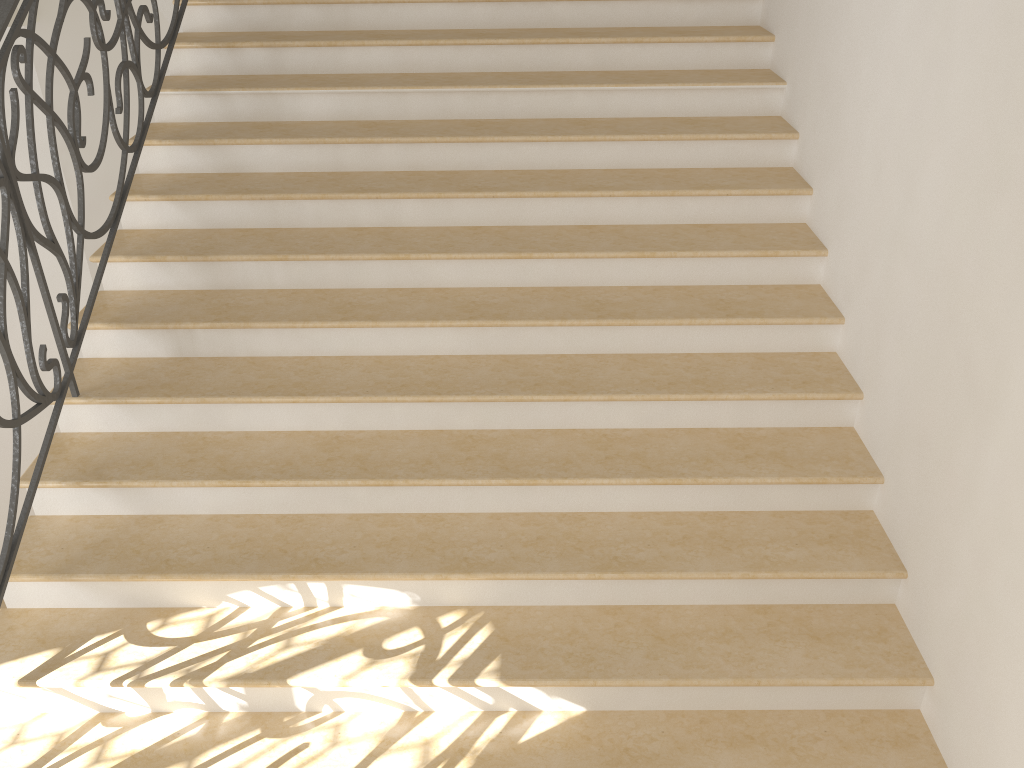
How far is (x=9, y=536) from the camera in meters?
2.9

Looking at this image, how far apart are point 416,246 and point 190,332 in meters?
1.0 m

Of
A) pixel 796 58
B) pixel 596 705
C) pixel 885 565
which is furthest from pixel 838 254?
pixel 596 705

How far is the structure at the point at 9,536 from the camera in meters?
2.9 m
